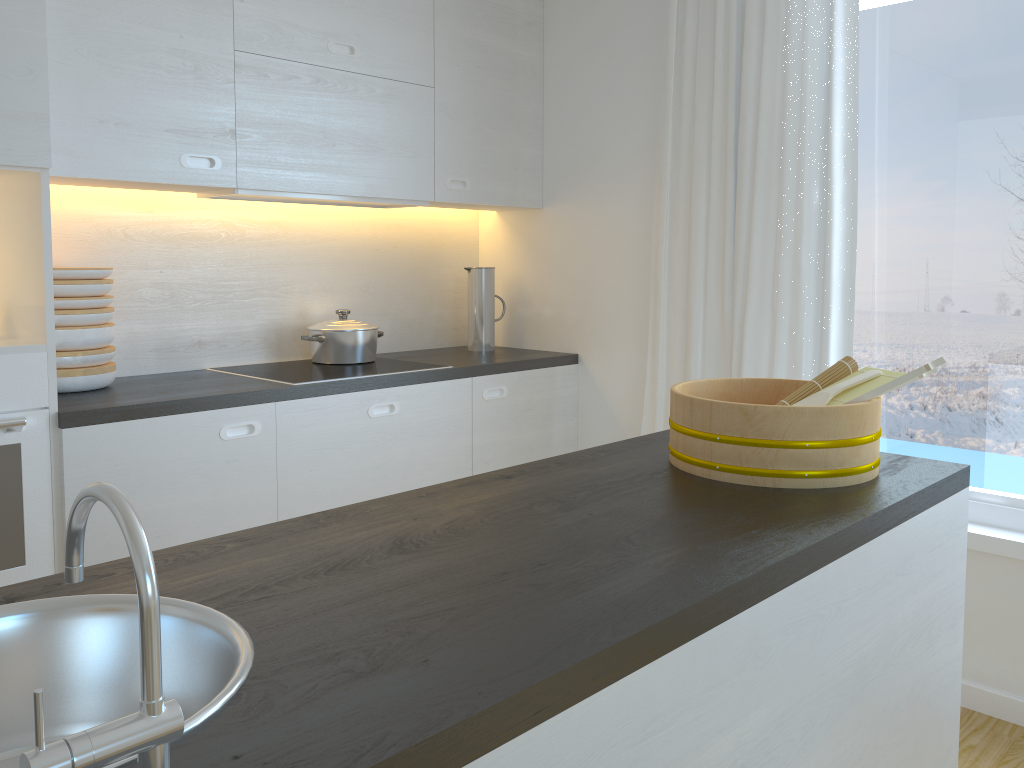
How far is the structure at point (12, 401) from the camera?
2.1m

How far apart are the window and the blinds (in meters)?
0.11

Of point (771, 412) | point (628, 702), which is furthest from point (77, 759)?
point (771, 412)

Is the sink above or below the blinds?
below

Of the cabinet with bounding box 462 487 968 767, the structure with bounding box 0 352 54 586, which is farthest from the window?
the structure with bounding box 0 352 54 586

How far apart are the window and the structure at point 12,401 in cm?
241

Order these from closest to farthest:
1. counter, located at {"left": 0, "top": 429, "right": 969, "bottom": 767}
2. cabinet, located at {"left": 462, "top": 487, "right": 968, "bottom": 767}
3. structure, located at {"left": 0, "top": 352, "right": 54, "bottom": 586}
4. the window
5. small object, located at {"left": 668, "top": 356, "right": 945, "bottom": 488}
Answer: counter, located at {"left": 0, "top": 429, "right": 969, "bottom": 767} < cabinet, located at {"left": 462, "top": 487, "right": 968, "bottom": 767} < small object, located at {"left": 668, "top": 356, "right": 945, "bottom": 488} < structure, located at {"left": 0, "top": 352, "right": 54, "bottom": 586} < the window

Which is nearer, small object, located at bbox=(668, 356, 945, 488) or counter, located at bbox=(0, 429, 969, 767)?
counter, located at bbox=(0, 429, 969, 767)

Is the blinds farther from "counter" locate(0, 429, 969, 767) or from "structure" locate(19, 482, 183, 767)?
"structure" locate(19, 482, 183, 767)

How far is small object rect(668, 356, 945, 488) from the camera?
1.48m
